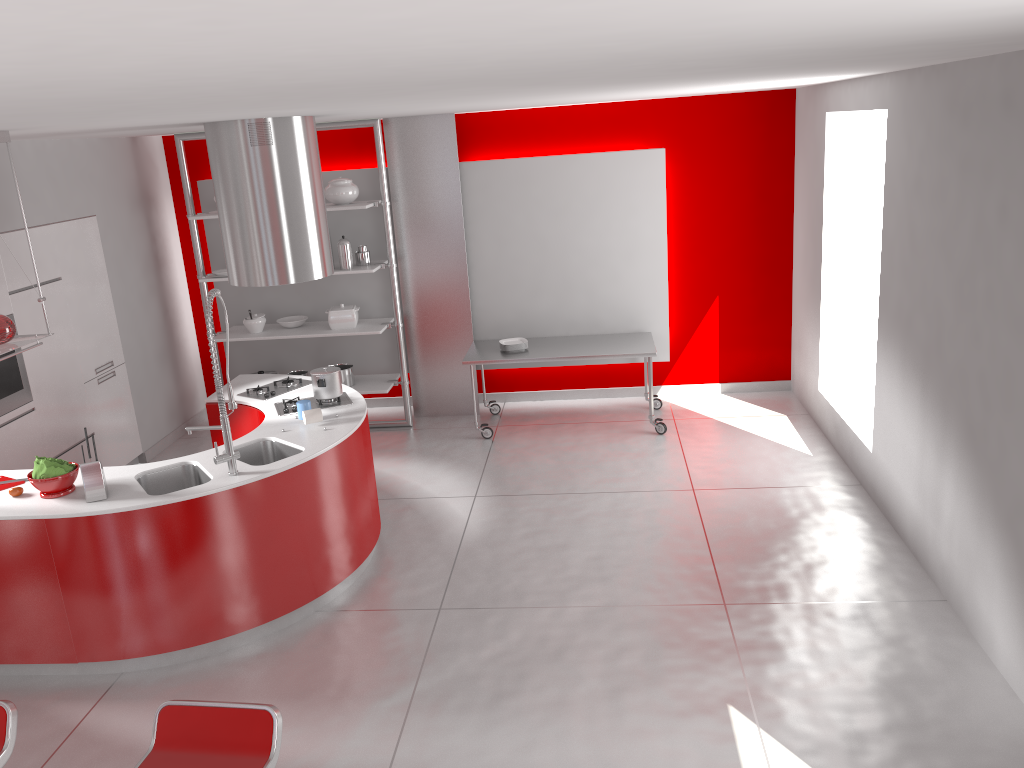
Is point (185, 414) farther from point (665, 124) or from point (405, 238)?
point (665, 124)

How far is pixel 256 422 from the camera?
5.67m

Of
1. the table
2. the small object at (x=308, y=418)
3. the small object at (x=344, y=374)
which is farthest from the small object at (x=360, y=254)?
the small object at (x=308, y=418)

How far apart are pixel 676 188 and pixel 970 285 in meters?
3.8 m

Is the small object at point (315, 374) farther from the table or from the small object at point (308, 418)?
the table

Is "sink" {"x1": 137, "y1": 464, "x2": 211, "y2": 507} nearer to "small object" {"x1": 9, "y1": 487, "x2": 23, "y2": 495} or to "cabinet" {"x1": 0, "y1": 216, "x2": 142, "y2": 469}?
"small object" {"x1": 9, "y1": 487, "x2": 23, "y2": 495}

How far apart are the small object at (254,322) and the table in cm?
180

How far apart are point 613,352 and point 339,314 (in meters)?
2.31

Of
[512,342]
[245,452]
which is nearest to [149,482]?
[245,452]

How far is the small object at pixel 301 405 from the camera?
5.1m
